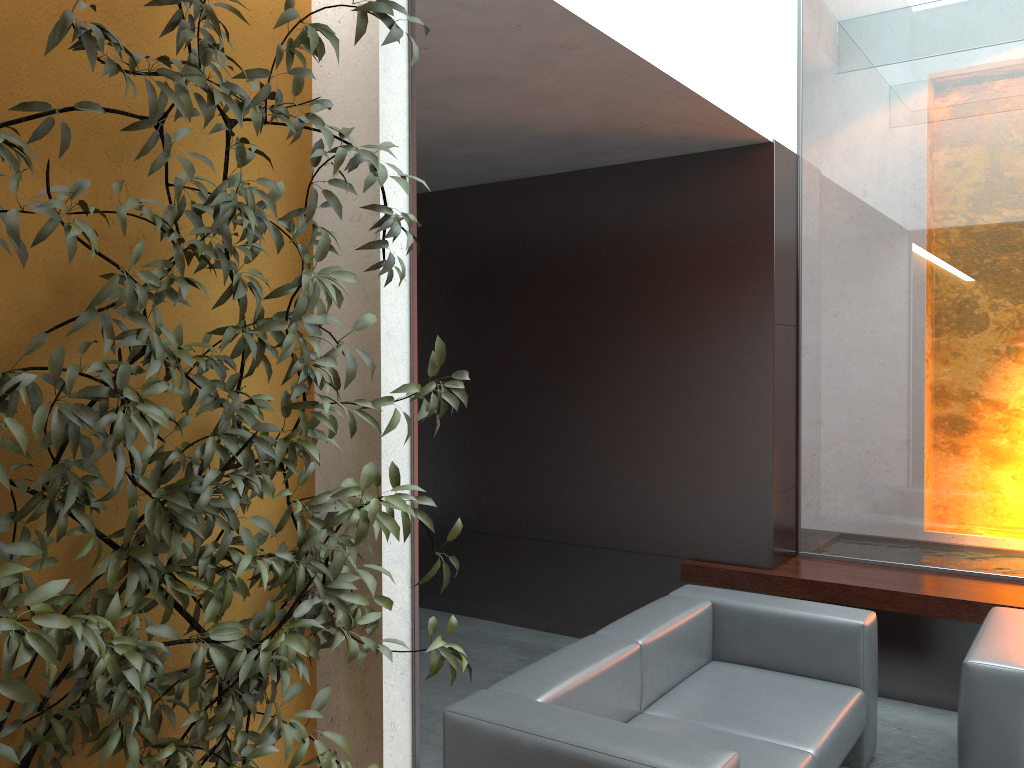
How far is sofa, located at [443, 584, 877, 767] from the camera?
2.6m

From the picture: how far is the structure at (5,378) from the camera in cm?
164

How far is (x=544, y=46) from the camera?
3.46m

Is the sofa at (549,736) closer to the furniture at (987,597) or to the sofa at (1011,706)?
the sofa at (1011,706)

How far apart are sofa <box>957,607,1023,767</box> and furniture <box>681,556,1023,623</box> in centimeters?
38cm

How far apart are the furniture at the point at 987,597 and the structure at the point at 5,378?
3.1 meters

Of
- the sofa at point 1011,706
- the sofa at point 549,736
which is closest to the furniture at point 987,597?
the sofa at point 1011,706

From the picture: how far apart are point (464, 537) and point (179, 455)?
4.5m

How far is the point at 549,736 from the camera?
2.63m

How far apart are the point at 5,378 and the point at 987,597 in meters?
4.4
